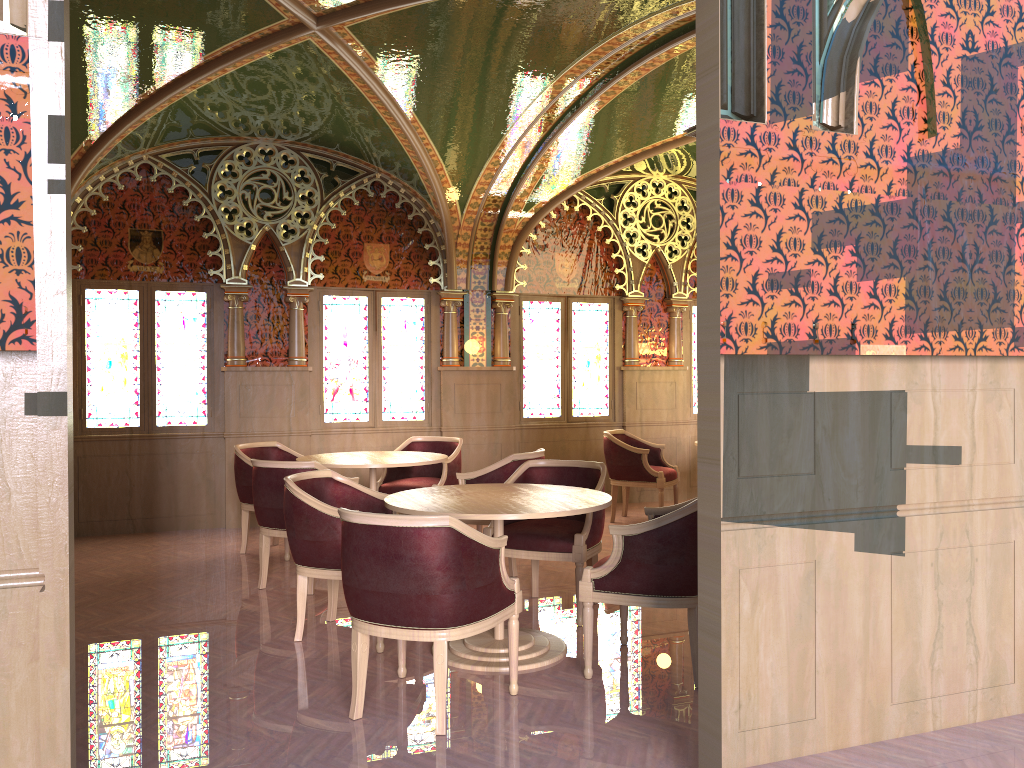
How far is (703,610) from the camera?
2.93m

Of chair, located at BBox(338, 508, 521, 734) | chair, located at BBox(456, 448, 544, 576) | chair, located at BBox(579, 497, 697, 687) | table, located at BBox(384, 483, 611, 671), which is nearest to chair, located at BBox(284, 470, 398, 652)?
table, located at BBox(384, 483, 611, 671)

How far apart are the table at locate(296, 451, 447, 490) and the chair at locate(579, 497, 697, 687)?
2.3m

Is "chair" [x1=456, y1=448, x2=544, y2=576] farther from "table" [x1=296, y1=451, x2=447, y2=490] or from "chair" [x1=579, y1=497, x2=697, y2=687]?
"chair" [x1=579, y1=497, x2=697, y2=687]

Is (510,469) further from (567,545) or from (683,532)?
(683,532)

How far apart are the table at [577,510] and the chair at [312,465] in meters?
1.2 m

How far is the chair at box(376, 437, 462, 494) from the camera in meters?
7.3 m

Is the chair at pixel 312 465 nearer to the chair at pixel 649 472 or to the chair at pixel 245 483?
the chair at pixel 245 483

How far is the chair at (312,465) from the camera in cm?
562

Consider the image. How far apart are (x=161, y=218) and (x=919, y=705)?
7.2m
